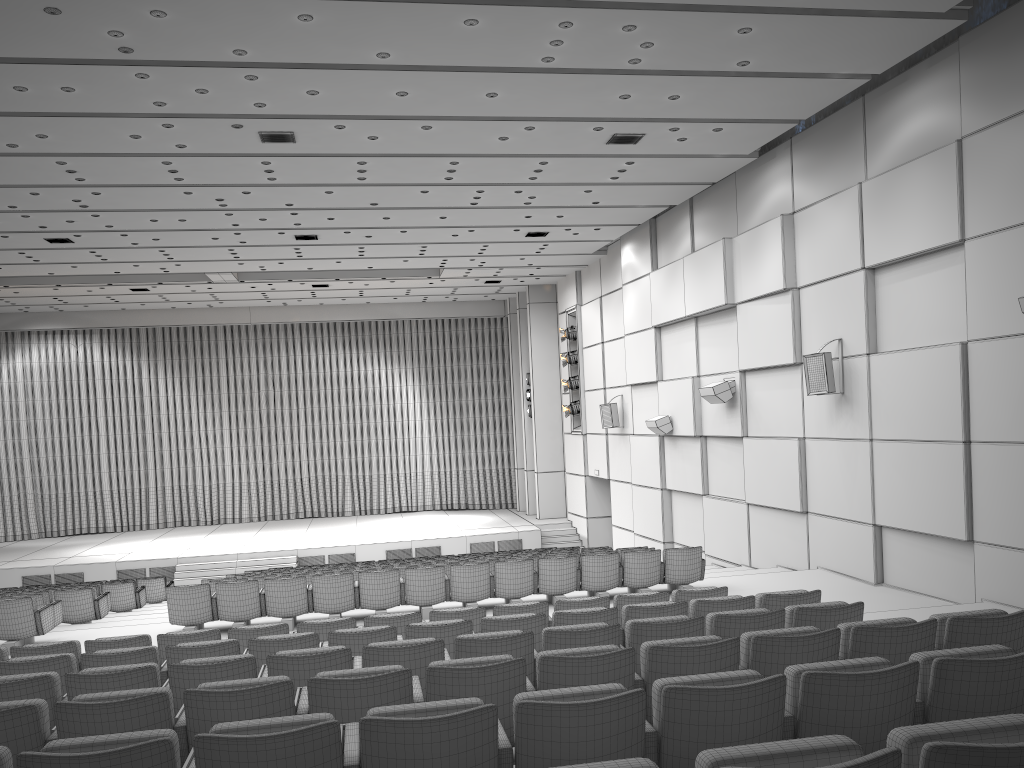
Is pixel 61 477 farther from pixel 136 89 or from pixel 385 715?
pixel 385 715

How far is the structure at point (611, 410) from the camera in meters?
19.8

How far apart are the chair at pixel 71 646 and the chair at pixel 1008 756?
5.3 meters

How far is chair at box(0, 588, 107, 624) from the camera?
11.93m

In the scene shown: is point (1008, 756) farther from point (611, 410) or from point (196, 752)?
point (611, 410)

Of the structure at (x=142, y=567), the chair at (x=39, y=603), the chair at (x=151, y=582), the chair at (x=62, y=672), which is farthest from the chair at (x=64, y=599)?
the structure at (x=142, y=567)

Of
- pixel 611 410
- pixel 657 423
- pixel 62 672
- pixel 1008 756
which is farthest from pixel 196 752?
pixel 611 410

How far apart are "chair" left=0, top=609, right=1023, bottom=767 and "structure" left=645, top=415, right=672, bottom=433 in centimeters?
1220cm

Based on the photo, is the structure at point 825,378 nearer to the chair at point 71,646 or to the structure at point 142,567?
the chair at point 71,646

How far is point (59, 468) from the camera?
26.3 meters
